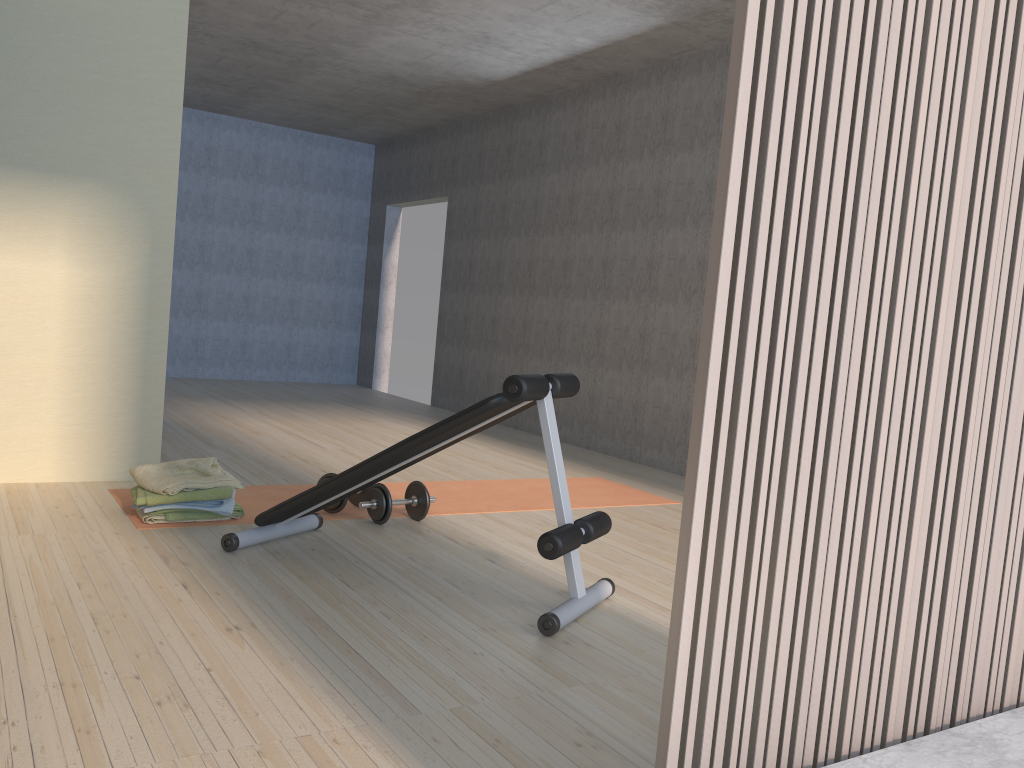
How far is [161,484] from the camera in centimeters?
344cm

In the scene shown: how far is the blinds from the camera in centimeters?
123cm

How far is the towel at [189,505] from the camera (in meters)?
3.46

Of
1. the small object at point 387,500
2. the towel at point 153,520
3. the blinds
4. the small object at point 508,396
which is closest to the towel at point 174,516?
the towel at point 153,520

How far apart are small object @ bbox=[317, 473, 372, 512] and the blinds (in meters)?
2.66

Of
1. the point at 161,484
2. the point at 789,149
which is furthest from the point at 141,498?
the point at 789,149

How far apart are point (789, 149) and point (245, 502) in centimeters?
323cm

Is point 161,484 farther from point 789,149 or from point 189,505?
point 789,149

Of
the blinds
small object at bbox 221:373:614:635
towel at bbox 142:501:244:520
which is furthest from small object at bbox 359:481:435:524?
the blinds

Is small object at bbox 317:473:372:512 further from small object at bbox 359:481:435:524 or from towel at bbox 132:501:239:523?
towel at bbox 132:501:239:523
